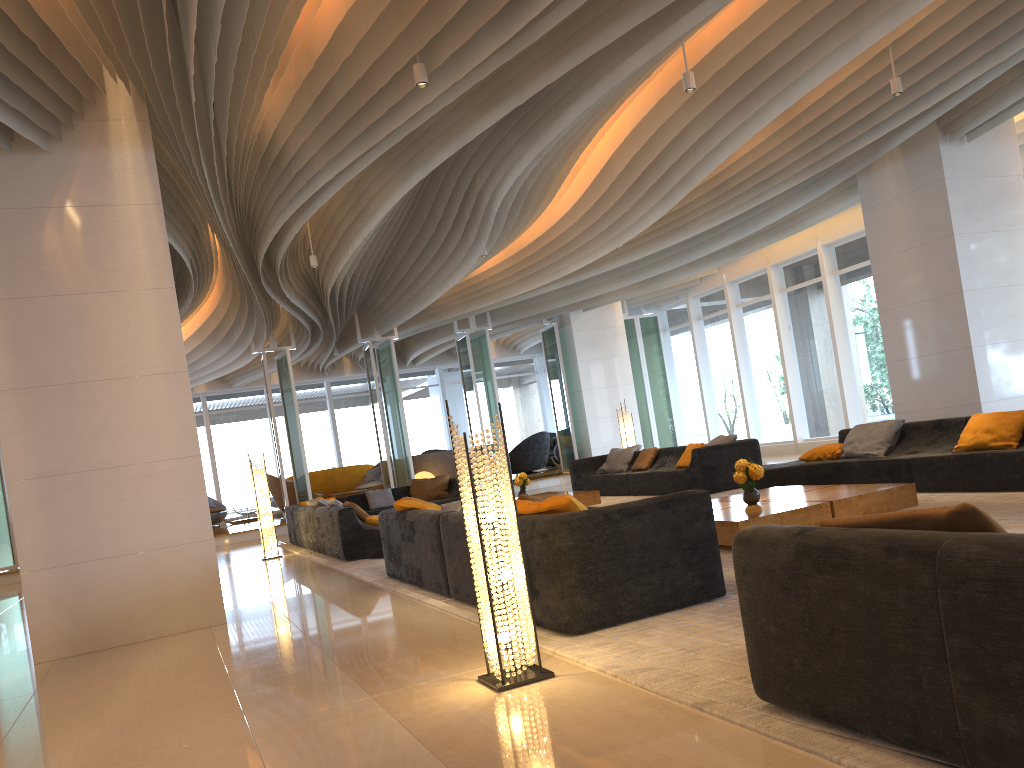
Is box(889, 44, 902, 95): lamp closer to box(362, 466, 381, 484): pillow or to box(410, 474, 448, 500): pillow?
box(410, 474, 448, 500): pillow

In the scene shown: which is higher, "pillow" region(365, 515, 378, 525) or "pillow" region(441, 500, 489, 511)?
"pillow" region(441, 500, 489, 511)

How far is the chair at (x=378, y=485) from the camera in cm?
1971

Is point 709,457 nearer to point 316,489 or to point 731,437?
point 731,437

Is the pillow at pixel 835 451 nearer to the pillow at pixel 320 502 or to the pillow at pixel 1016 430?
the pillow at pixel 1016 430

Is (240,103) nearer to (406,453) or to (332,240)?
(332,240)

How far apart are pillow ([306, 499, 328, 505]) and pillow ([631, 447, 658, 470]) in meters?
4.5

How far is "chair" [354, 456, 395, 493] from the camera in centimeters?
1971cm

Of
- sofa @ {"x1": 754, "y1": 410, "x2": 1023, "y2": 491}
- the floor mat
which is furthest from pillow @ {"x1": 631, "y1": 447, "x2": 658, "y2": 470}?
sofa @ {"x1": 754, "y1": 410, "x2": 1023, "y2": 491}

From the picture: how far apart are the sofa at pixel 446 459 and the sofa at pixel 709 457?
6.7m
